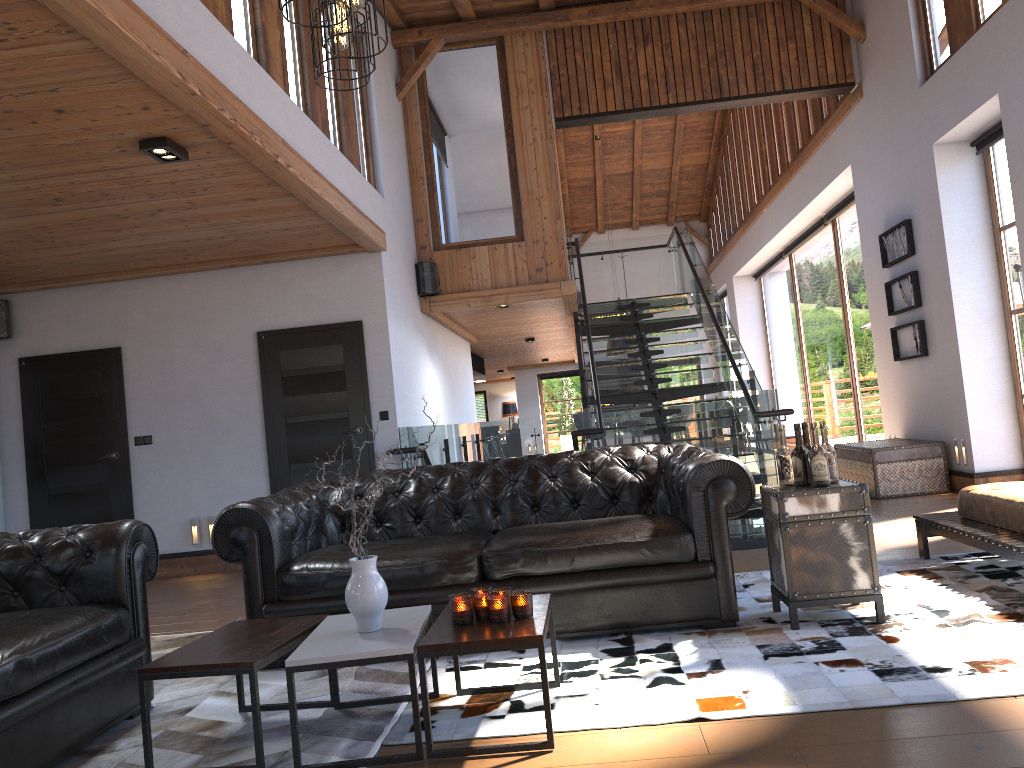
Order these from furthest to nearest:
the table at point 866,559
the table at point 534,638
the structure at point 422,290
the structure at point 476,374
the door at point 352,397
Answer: the structure at point 476,374
the structure at point 422,290
the door at point 352,397
the table at point 866,559
the table at point 534,638

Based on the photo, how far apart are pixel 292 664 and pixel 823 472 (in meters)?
2.39

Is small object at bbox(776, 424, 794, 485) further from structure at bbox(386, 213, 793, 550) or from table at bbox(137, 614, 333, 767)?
structure at bbox(386, 213, 793, 550)

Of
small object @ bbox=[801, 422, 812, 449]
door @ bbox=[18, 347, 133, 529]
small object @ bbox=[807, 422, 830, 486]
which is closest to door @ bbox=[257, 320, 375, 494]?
door @ bbox=[18, 347, 133, 529]

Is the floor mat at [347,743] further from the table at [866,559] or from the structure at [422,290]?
the structure at [422,290]

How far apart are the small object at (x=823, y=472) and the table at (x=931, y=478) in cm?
452

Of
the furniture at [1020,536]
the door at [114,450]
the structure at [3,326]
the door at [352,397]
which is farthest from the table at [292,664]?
the structure at [3,326]

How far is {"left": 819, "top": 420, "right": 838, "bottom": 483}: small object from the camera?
4.0m

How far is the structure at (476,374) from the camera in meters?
16.5

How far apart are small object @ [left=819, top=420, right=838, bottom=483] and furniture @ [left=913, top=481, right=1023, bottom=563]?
0.8 meters
